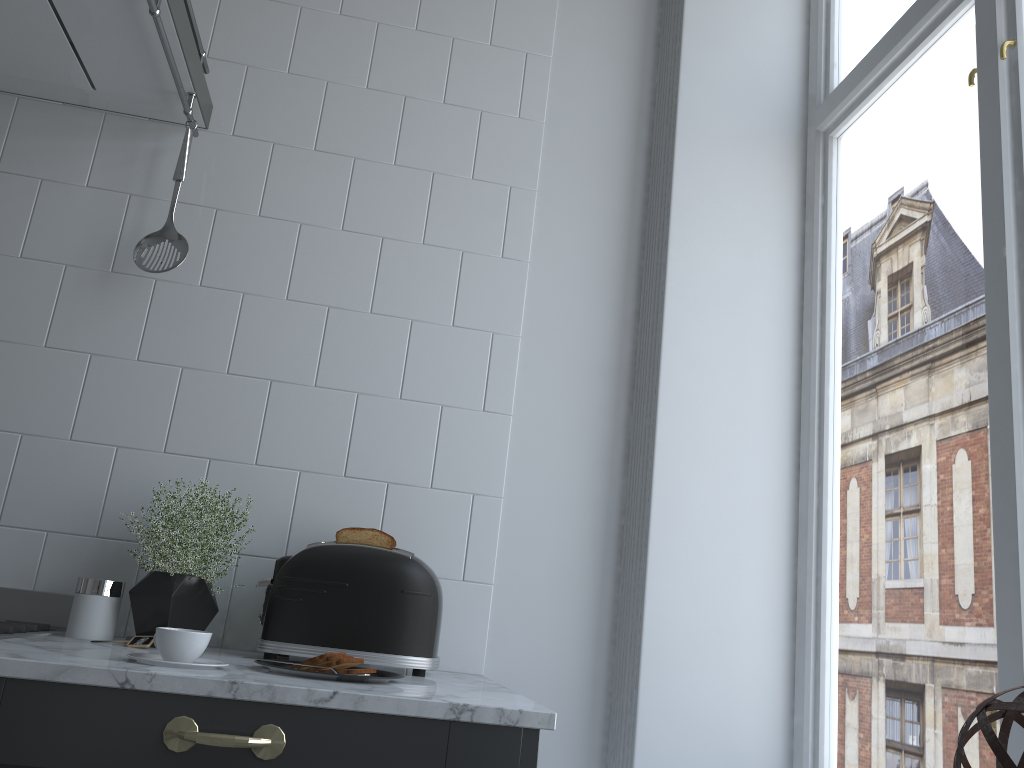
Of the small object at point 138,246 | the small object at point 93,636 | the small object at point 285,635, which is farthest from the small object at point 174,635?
the small object at point 138,246

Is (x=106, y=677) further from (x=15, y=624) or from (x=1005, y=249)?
(x=1005, y=249)

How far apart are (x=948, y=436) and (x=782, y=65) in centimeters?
102cm

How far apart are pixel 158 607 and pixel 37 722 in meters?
0.5 m

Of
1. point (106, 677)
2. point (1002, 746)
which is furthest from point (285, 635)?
point (1002, 746)

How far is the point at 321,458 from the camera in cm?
170

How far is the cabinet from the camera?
1.0m

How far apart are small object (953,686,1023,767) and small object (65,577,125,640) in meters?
1.2

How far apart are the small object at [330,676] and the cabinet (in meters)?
0.13

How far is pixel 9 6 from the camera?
1.5 meters
